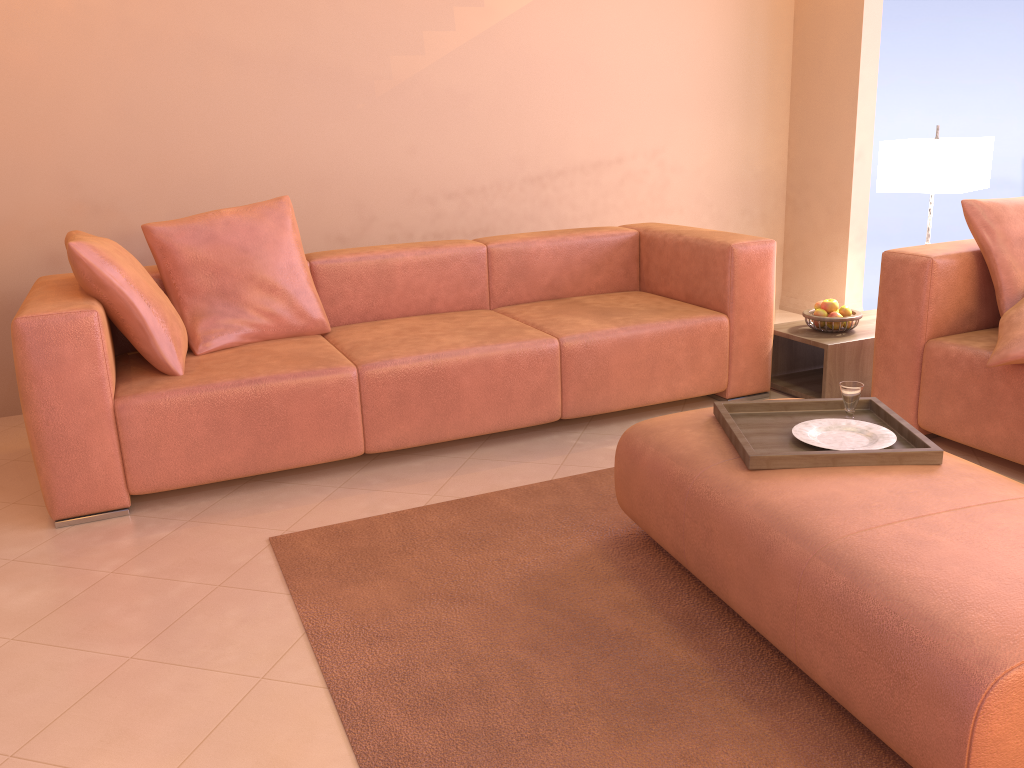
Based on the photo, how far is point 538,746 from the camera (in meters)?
1.66

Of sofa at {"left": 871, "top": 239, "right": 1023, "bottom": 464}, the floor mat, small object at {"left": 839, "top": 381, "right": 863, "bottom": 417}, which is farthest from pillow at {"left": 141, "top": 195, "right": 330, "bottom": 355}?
sofa at {"left": 871, "top": 239, "right": 1023, "bottom": 464}

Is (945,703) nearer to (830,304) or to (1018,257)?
(1018,257)

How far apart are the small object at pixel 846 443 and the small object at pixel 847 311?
1.51m

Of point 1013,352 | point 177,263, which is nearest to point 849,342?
point 1013,352

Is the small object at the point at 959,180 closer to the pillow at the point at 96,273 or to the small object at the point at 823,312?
the small object at the point at 823,312

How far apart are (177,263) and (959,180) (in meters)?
3.04

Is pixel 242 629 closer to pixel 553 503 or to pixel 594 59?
pixel 553 503

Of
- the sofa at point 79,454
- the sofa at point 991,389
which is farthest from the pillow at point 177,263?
the sofa at point 991,389

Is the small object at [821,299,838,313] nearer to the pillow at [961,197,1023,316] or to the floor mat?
the pillow at [961,197,1023,316]
